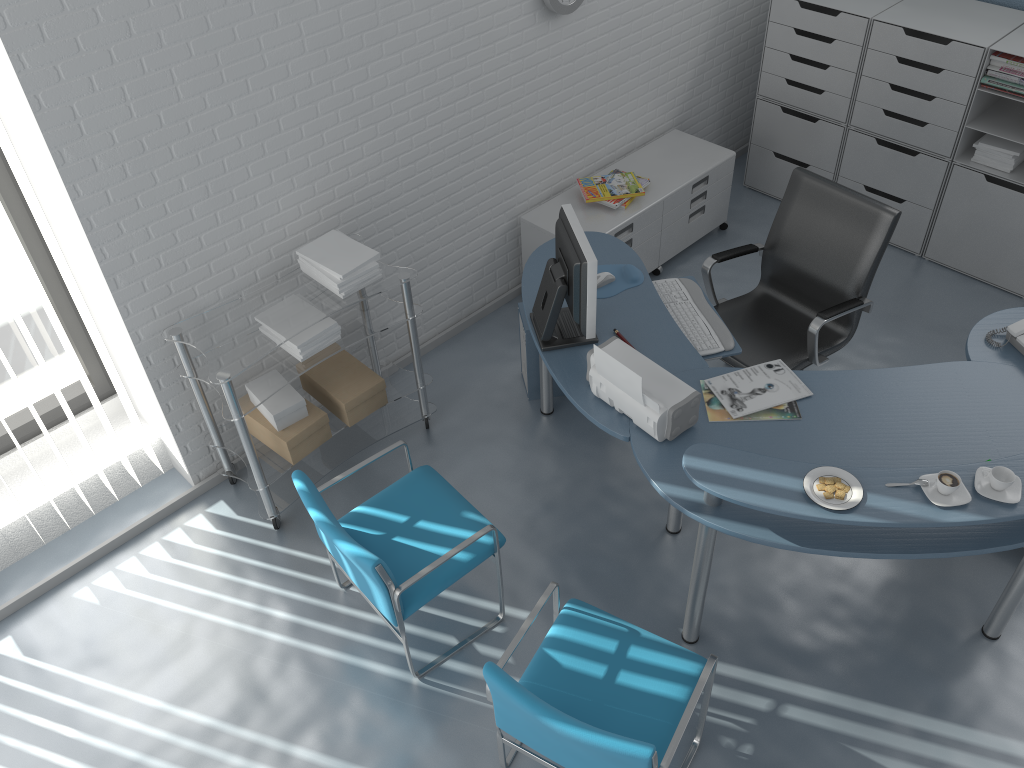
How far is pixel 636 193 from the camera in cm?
438

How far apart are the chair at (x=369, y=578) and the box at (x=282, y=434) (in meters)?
0.42

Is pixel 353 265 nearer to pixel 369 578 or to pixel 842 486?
pixel 369 578

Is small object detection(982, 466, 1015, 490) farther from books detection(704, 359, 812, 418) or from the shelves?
the shelves

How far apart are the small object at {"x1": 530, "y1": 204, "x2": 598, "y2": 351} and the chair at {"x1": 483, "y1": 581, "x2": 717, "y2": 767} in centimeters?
87cm

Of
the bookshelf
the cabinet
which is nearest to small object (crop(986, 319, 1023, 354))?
the bookshelf

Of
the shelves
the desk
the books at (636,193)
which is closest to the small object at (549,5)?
the books at (636,193)

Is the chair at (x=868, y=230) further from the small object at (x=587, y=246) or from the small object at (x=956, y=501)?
the small object at (x=956, y=501)

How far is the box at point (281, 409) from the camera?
3.4m

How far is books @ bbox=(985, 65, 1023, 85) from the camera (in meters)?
4.02
